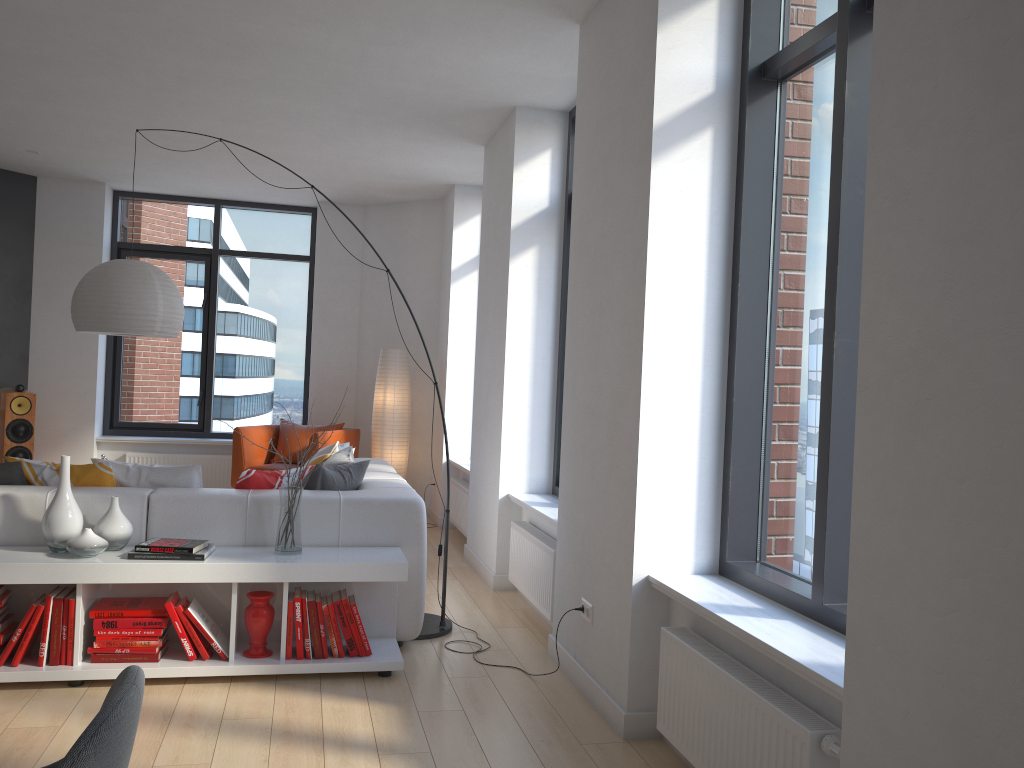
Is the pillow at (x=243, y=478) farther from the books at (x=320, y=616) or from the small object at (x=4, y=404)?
the small object at (x=4, y=404)

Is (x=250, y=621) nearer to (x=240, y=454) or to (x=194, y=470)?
(x=194, y=470)

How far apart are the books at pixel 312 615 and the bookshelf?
0.0m

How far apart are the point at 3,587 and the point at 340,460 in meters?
1.8

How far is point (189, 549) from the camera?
3.6 meters

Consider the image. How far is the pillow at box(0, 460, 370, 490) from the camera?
4.0m

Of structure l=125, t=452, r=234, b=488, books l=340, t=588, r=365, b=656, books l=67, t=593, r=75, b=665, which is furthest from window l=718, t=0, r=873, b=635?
structure l=125, t=452, r=234, b=488

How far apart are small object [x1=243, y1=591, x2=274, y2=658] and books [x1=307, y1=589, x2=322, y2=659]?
0.2 meters

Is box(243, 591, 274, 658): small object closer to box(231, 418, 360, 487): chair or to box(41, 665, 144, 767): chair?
box(41, 665, 144, 767): chair

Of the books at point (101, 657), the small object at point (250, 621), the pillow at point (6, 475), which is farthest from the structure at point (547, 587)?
the books at point (101, 657)
